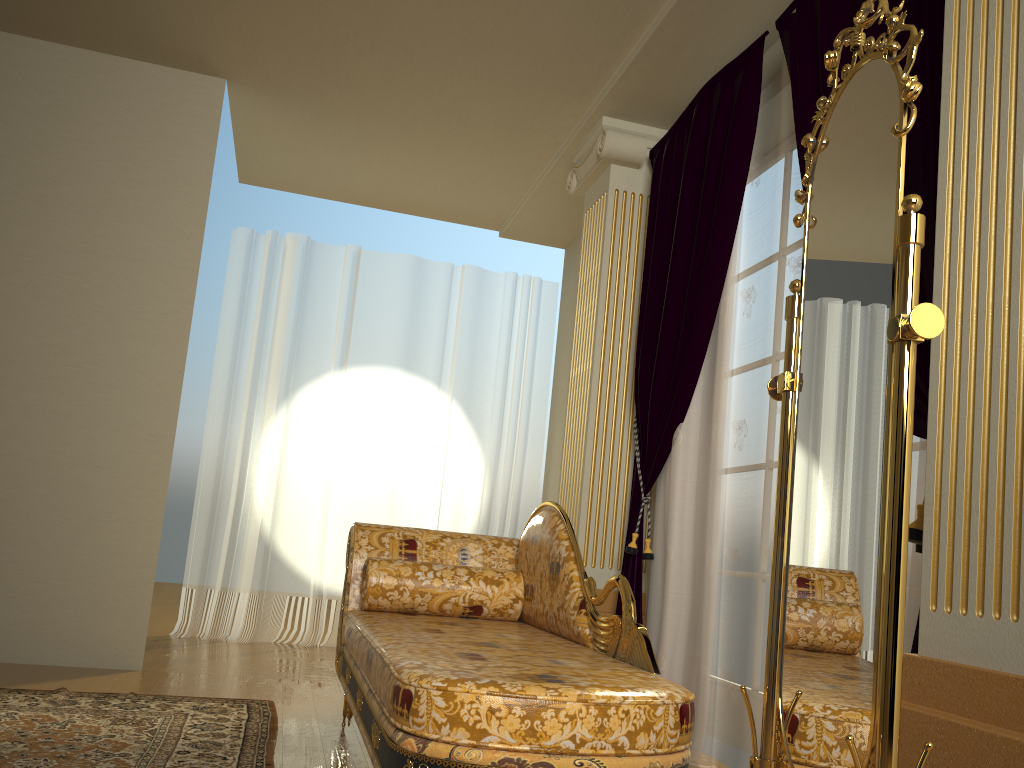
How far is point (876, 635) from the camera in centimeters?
125cm

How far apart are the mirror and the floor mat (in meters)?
1.50

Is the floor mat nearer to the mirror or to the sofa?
the sofa

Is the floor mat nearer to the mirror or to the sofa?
the sofa

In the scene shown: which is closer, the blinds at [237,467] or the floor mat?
the floor mat

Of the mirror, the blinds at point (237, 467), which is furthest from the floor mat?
the blinds at point (237, 467)

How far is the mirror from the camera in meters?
1.3

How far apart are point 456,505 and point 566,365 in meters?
1.1 m

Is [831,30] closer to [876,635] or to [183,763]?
[876,635]

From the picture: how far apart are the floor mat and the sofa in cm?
24
